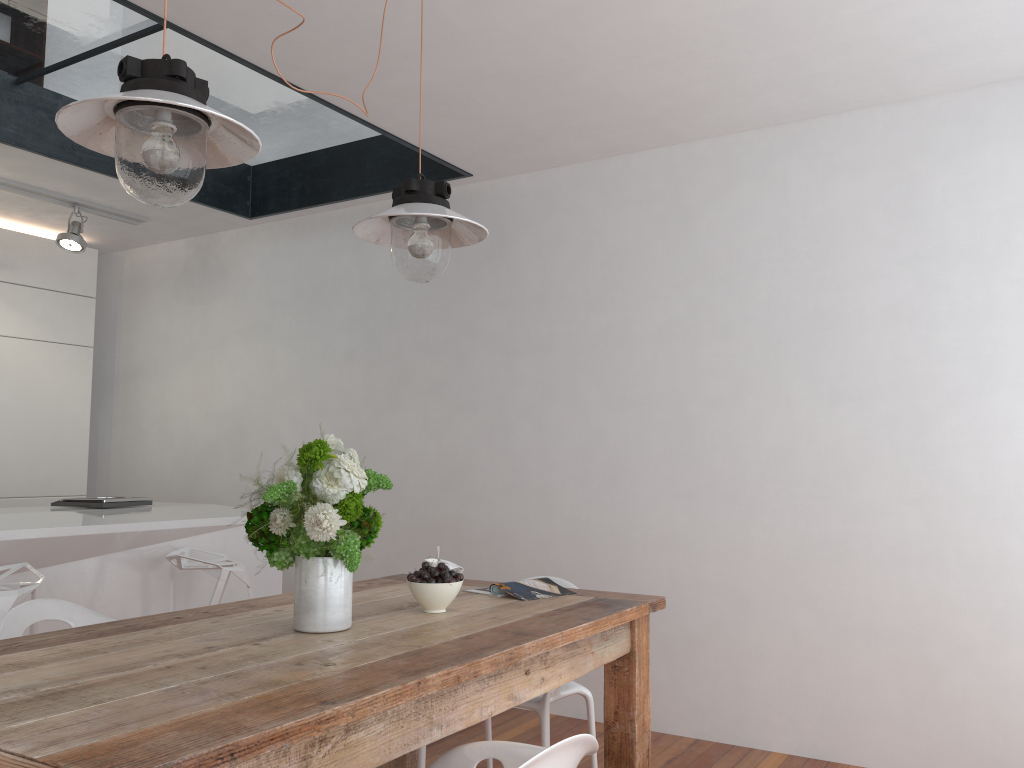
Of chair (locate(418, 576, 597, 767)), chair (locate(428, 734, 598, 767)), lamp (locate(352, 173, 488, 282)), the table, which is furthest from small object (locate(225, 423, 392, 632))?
chair (locate(418, 576, 597, 767))

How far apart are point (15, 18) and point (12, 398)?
2.4 meters

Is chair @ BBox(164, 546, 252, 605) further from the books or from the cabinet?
the cabinet

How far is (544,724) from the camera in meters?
2.6 m

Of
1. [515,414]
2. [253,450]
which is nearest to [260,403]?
[253,450]

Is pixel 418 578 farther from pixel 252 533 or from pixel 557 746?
pixel 557 746

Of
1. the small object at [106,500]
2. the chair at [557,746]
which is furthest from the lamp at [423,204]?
the small object at [106,500]

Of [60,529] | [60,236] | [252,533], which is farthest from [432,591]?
[60,236]

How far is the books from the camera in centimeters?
252cm

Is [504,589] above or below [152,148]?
below
